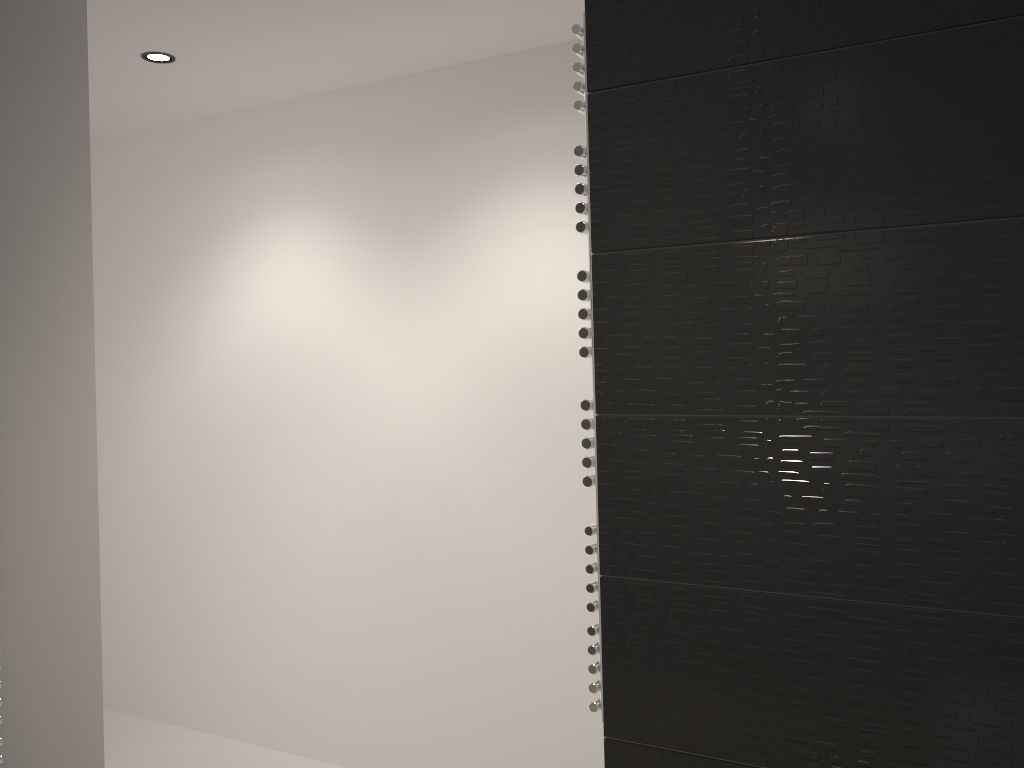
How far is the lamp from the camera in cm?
287

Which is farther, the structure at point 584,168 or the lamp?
the lamp

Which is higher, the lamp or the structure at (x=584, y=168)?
the lamp

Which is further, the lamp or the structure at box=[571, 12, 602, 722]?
the lamp

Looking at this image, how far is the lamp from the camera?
2.87m

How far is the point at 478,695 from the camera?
3.07m

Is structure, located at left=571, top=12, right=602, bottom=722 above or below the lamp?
below

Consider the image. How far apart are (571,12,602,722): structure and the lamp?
1.83m

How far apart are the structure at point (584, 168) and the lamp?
1.8m

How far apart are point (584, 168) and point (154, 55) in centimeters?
194cm
